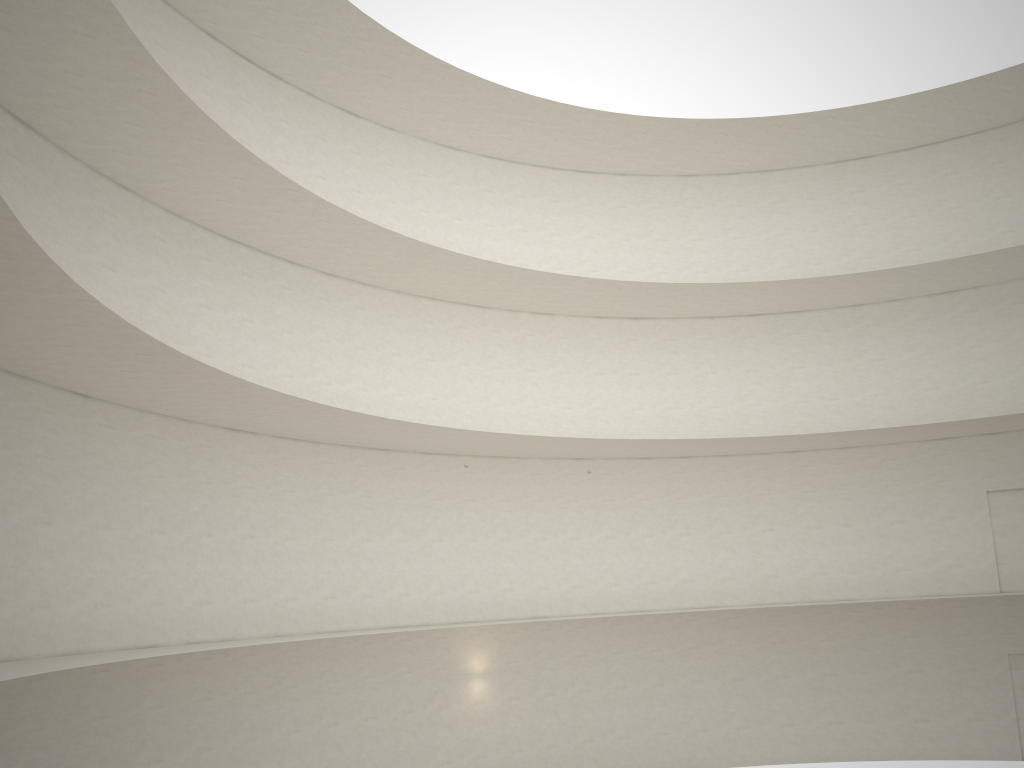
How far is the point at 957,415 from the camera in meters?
23.9

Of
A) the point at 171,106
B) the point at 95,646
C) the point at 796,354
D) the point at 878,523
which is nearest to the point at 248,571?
the point at 95,646
